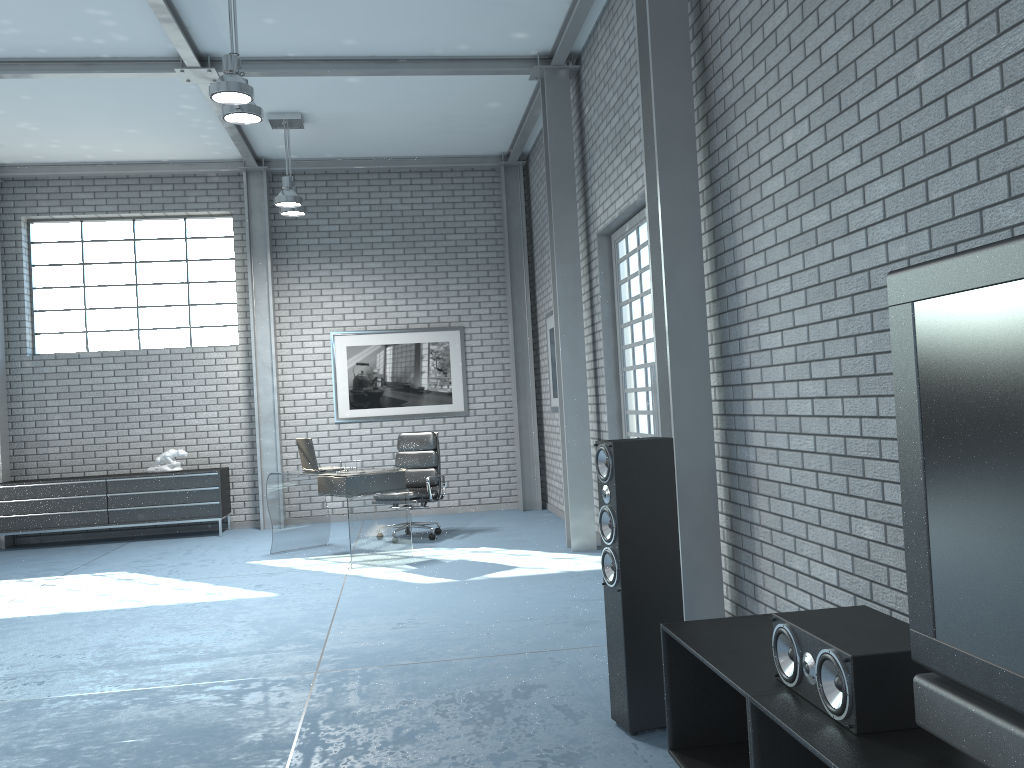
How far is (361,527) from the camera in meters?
6.9 m

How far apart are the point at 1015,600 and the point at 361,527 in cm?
590

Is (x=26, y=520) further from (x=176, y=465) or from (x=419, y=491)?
(x=419, y=491)

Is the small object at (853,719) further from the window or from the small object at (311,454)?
the window

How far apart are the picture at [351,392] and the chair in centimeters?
145cm

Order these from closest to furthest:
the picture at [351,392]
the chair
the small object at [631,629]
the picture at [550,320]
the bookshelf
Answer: the bookshelf < the small object at [631,629] < the chair < the picture at [550,320] < the picture at [351,392]

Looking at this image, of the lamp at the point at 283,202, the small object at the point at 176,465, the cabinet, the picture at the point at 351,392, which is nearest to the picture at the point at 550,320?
the picture at the point at 351,392

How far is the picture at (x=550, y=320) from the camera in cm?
905

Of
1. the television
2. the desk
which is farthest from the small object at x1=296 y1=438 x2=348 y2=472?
the television

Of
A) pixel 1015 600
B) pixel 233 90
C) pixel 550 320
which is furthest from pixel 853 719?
pixel 550 320
